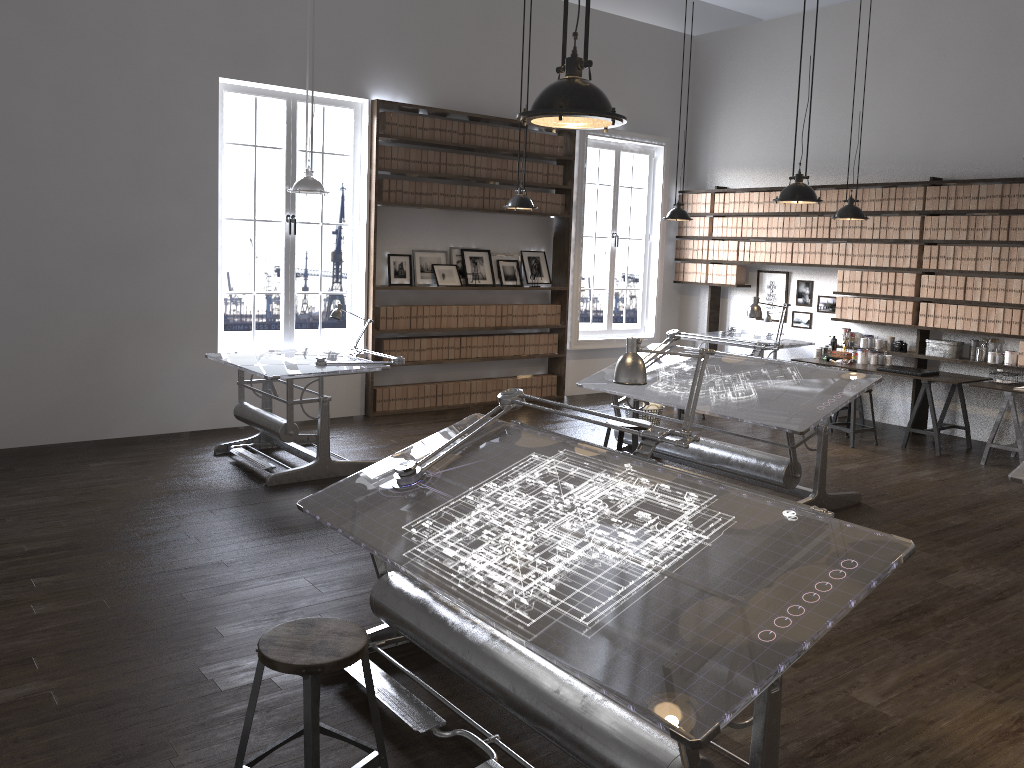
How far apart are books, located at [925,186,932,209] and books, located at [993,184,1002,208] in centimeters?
61cm

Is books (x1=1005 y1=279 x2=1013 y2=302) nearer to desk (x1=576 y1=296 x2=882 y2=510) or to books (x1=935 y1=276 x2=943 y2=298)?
books (x1=935 y1=276 x2=943 y2=298)

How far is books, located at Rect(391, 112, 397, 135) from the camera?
8.3m

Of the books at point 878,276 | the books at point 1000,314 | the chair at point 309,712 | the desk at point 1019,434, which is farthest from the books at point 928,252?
the chair at point 309,712

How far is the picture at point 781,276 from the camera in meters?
9.9

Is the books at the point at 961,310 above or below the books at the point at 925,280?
below

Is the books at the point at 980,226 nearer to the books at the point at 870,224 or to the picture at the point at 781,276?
the books at the point at 870,224

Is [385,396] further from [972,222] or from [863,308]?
[972,222]

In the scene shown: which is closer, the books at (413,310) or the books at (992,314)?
the books at (992,314)

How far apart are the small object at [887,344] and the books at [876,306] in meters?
0.3
